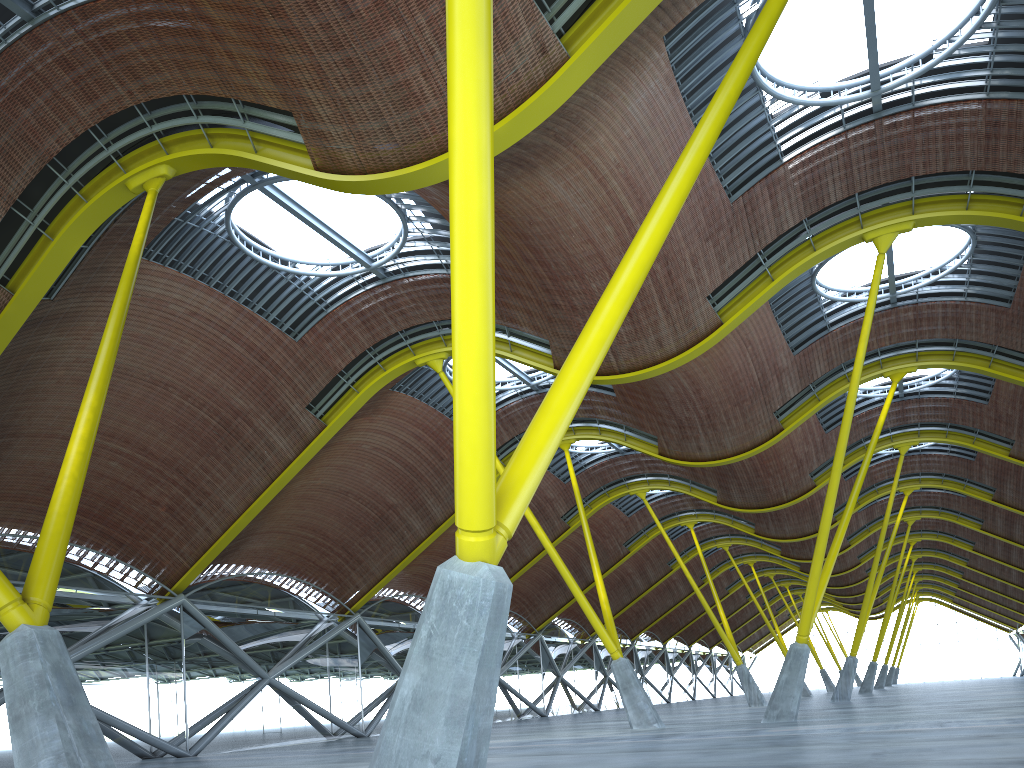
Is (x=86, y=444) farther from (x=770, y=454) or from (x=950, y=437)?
(x=950, y=437)

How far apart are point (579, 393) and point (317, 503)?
30.17m
